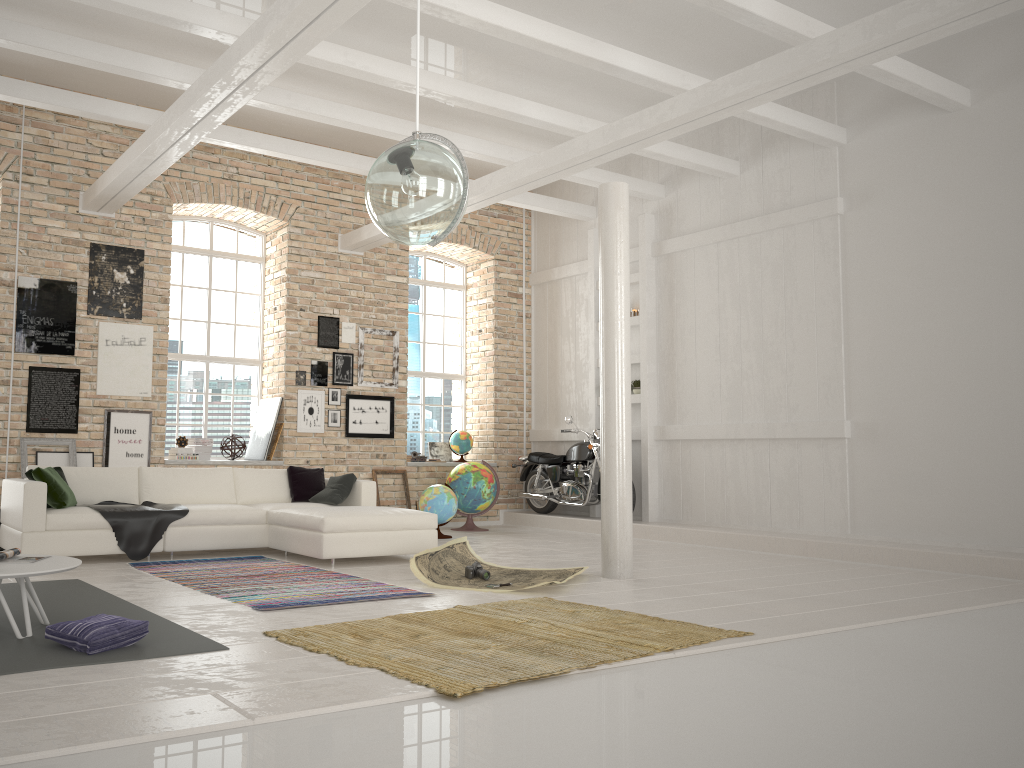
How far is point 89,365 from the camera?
9.4m

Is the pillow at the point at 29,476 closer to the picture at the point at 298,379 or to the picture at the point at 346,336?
the picture at the point at 298,379

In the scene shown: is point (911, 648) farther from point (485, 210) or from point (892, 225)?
point (485, 210)

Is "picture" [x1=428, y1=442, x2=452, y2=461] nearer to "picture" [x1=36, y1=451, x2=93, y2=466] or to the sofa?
the sofa

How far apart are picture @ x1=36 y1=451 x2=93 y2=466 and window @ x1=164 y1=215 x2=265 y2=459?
1.3 meters

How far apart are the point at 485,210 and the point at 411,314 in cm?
184

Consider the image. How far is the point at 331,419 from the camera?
10.84m

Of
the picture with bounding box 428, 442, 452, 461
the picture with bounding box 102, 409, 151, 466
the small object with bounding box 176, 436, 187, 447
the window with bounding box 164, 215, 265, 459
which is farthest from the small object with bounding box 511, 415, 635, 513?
the picture with bounding box 102, 409, 151, 466

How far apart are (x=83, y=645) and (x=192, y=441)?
6.39m

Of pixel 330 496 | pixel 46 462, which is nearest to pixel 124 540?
pixel 330 496
